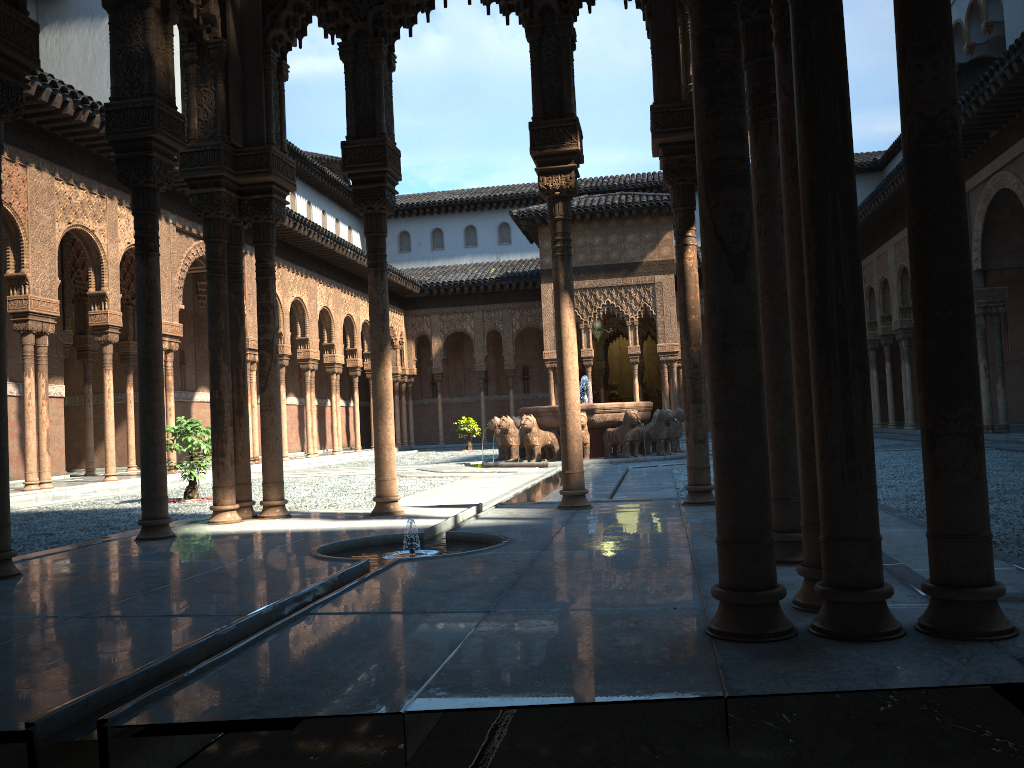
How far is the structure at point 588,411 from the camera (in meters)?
18.02

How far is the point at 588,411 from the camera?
18.0m

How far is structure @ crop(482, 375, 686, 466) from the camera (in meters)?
18.02
